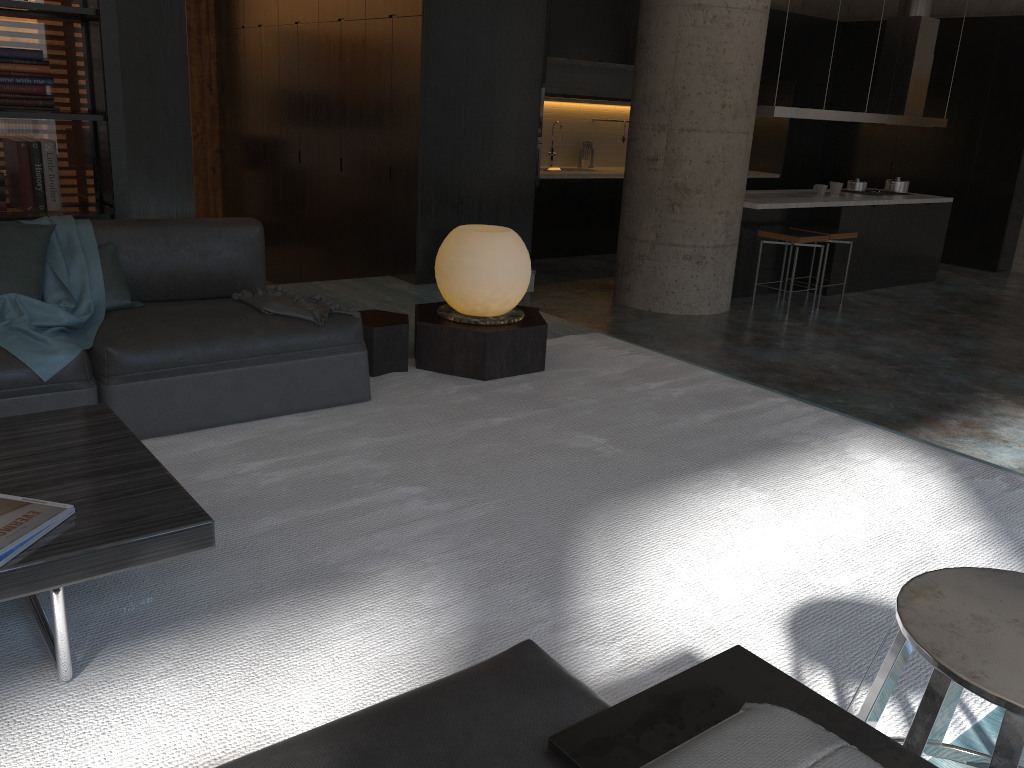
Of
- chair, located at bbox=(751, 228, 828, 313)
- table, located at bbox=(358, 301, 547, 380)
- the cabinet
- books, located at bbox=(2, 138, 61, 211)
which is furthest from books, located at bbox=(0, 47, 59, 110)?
chair, located at bbox=(751, 228, 828, 313)

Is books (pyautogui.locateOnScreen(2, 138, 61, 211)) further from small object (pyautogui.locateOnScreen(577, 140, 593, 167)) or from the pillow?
small object (pyautogui.locateOnScreen(577, 140, 593, 167))

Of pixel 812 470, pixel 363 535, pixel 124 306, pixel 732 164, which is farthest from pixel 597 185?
pixel 363 535

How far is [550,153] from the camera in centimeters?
1083cm

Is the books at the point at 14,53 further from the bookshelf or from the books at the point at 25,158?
the books at the point at 25,158

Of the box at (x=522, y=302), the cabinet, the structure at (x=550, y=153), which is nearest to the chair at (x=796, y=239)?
the box at (x=522, y=302)

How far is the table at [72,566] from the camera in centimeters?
178cm

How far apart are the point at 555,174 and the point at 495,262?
6.2 meters

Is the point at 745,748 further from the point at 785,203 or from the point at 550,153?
the point at 550,153

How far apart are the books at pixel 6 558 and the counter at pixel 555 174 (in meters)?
8.54
